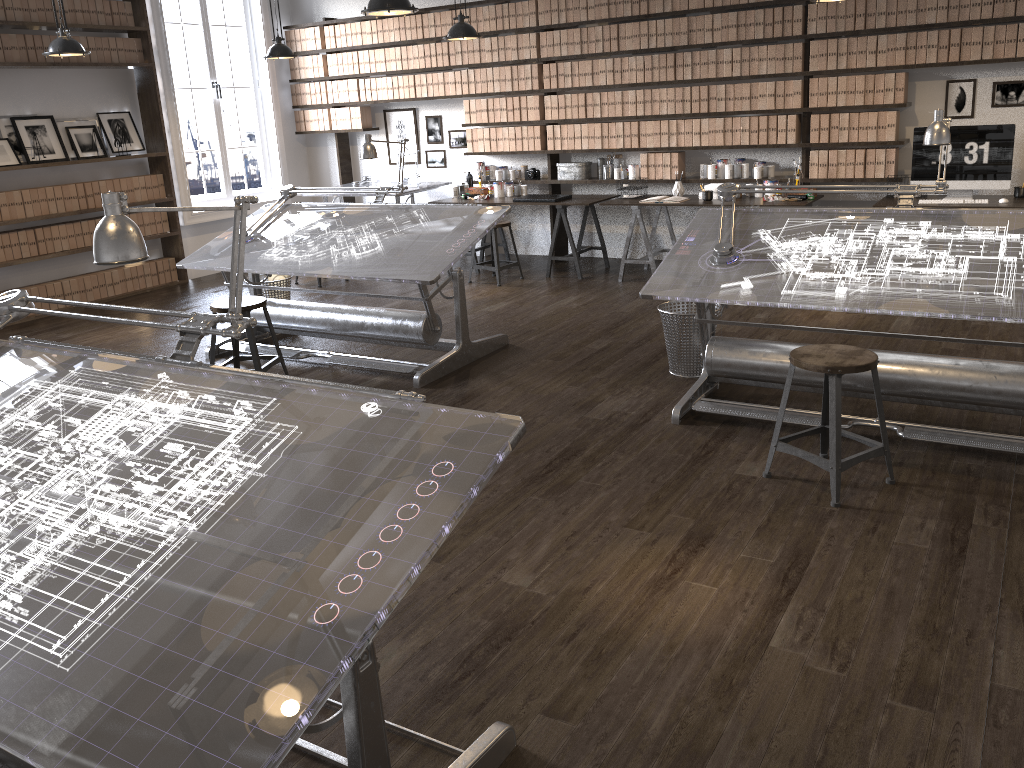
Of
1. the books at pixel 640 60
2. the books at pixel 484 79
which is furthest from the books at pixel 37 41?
the books at pixel 640 60

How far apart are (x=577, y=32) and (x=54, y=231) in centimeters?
477cm

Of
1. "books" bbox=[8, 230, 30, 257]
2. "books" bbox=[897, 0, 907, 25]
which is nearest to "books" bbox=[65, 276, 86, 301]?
"books" bbox=[8, 230, 30, 257]

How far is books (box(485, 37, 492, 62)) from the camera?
8.1m

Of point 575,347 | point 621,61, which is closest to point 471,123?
point 621,61

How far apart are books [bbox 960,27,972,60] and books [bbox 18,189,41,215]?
7.26m

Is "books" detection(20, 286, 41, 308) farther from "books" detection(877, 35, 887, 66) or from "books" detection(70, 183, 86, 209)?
"books" detection(877, 35, 887, 66)

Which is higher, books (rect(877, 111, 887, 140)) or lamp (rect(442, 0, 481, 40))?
lamp (rect(442, 0, 481, 40))

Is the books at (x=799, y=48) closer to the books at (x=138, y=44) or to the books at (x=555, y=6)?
the books at (x=555, y=6)

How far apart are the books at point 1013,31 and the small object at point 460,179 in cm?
452
